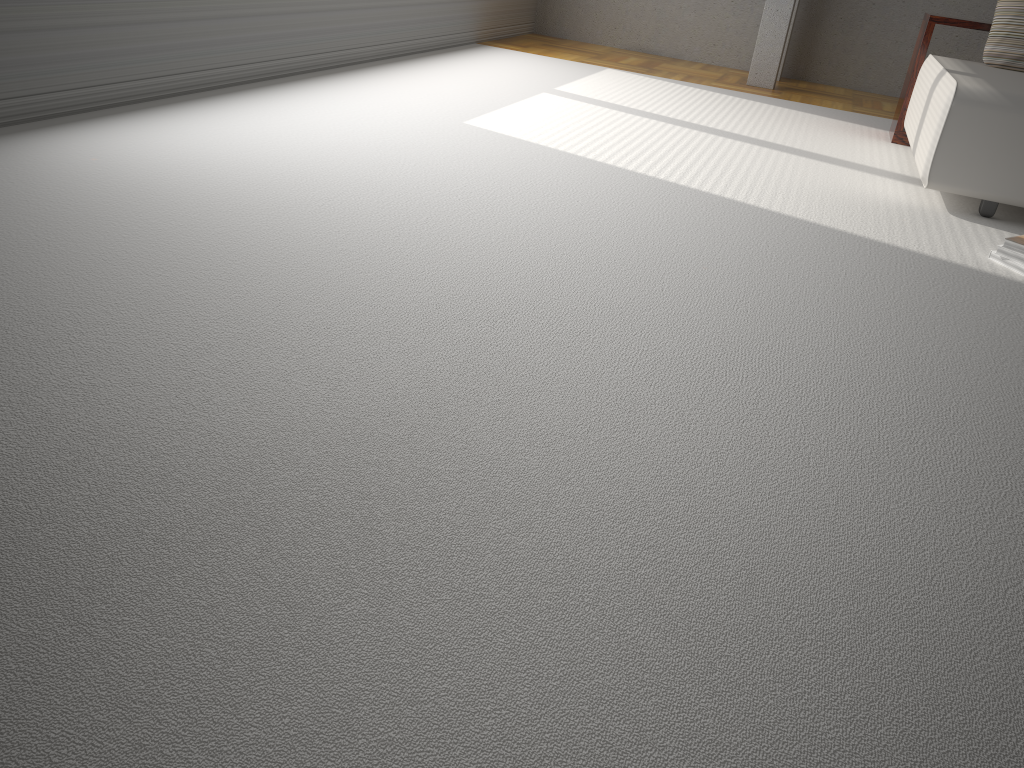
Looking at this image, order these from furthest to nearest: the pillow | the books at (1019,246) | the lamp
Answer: the lamp < the pillow < the books at (1019,246)

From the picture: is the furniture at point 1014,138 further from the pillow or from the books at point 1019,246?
the books at point 1019,246

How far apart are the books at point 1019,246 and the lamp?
3.8m

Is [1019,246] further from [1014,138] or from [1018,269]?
[1014,138]

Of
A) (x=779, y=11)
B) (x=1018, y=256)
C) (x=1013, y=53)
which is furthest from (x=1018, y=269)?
(x=779, y=11)

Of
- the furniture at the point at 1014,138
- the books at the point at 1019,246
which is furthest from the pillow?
the books at the point at 1019,246

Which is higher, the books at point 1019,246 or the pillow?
the pillow

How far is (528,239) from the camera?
2.7 meters

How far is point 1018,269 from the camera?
3.0 meters

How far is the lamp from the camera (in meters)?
6.29
